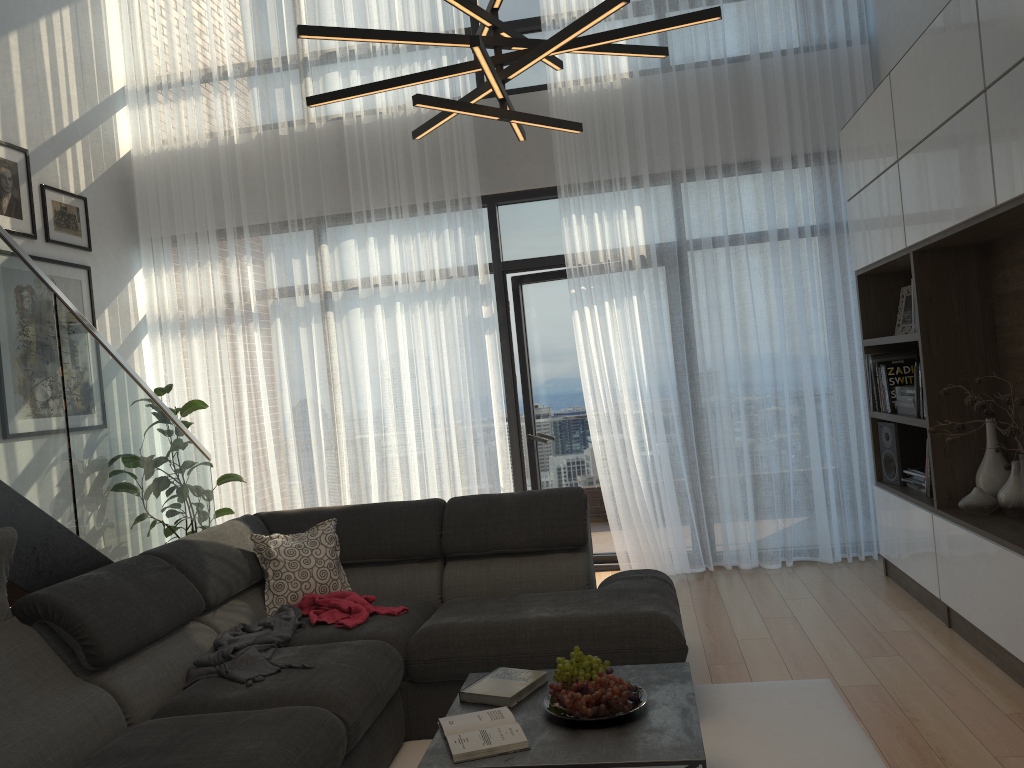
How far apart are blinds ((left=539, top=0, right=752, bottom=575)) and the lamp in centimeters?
262cm

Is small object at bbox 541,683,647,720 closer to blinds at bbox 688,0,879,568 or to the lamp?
the lamp

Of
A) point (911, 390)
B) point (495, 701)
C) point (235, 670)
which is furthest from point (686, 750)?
point (911, 390)

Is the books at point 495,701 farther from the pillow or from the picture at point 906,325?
the picture at point 906,325

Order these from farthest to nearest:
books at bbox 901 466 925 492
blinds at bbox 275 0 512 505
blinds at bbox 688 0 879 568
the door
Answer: the door < blinds at bbox 275 0 512 505 < blinds at bbox 688 0 879 568 < books at bbox 901 466 925 492

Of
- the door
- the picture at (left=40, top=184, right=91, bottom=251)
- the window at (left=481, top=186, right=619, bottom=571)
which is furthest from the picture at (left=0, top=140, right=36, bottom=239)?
the door

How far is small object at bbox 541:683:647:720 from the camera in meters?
2.4 m

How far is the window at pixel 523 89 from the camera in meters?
5.7

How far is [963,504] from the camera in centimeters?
367cm

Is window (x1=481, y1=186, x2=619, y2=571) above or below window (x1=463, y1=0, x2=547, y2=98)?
below
